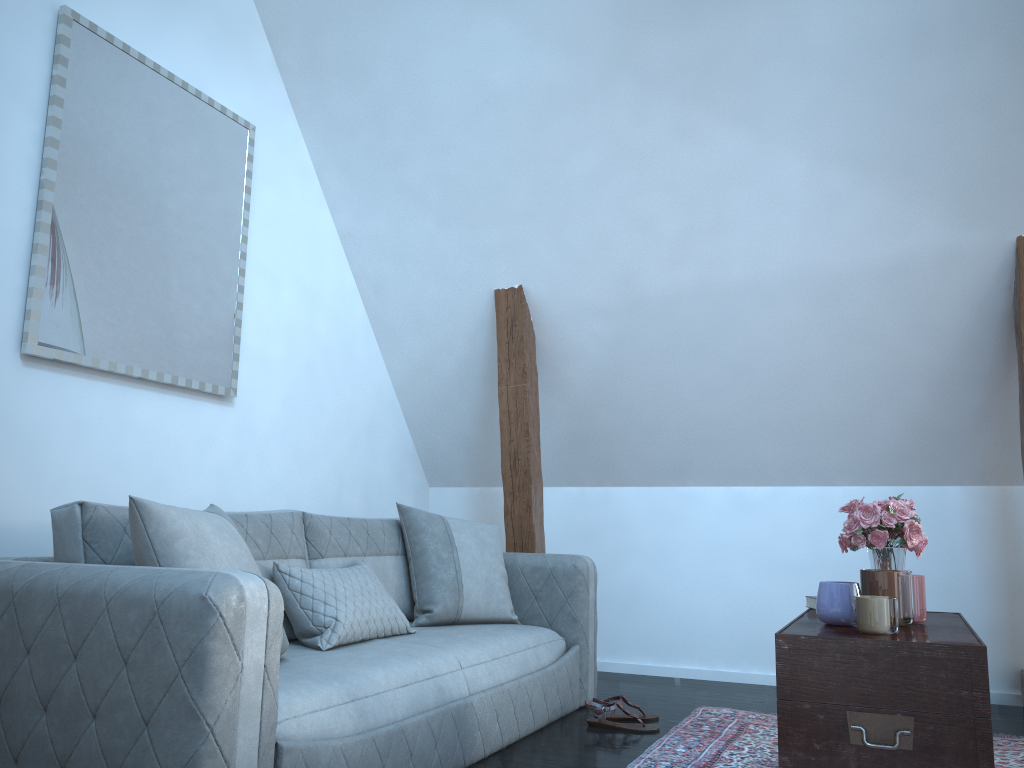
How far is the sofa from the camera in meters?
1.7

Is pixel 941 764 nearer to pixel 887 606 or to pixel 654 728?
pixel 887 606

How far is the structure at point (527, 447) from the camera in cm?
424

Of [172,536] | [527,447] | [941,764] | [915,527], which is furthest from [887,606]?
A: [527,447]

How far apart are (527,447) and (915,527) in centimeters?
204cm

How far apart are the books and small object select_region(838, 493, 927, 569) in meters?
0.2 m

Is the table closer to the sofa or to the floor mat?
the floor mat

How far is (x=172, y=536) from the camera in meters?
2.1

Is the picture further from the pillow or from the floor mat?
the floor mat

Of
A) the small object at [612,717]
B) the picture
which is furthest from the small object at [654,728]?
the picture
